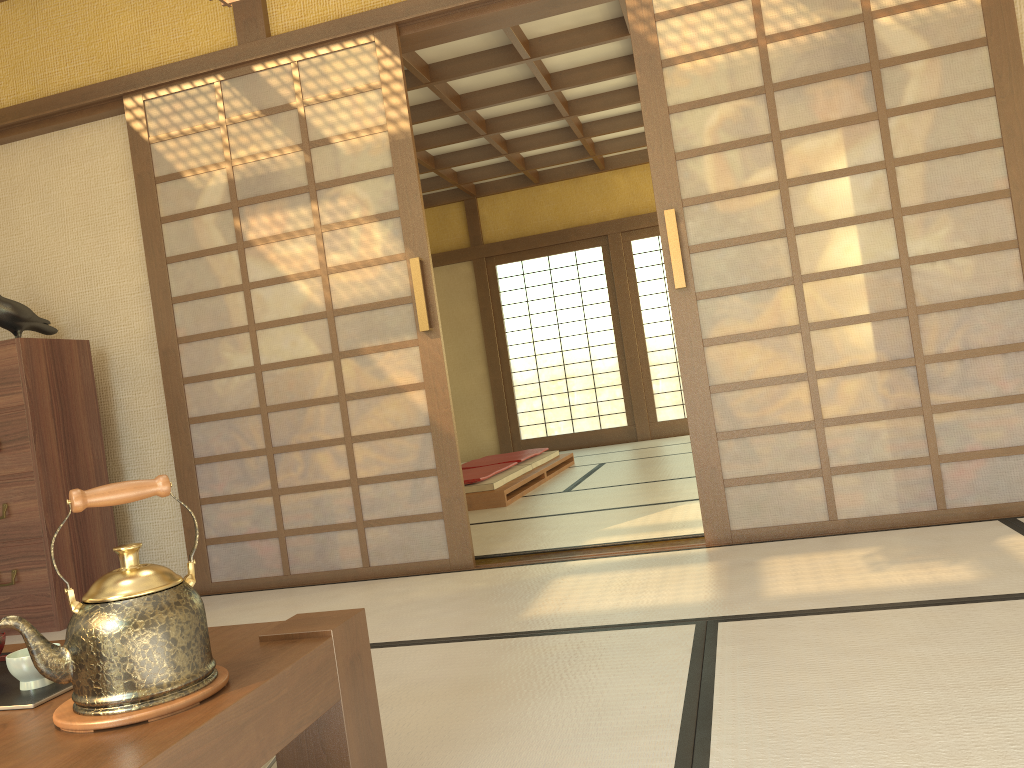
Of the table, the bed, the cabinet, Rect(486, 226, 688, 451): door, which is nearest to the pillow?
the table

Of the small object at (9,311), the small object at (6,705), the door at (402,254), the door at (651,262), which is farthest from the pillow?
the door at (651,262)

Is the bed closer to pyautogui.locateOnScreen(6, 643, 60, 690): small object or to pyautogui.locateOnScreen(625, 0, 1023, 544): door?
pyautogui.locateOnScreen(625, 0, 1023, 544): door

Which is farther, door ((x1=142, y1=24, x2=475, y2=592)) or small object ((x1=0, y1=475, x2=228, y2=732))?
door ((x1=142, y1=24, x2=475, y2=592))

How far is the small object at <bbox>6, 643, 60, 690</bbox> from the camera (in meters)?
1.30

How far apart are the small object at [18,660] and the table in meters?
0.1 m

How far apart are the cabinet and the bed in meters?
2.2 m

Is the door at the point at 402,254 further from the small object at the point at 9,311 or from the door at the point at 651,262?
the door at the point at 651,262

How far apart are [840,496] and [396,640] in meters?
1.7

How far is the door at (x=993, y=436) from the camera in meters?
3.1
